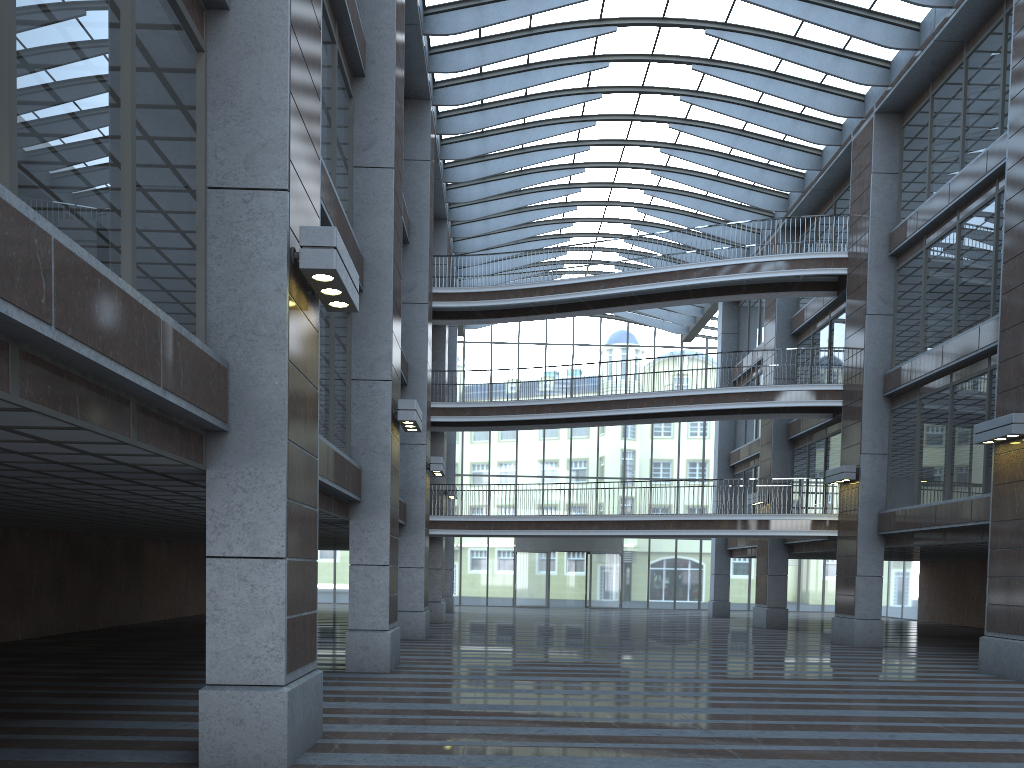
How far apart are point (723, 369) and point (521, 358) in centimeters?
1232cm

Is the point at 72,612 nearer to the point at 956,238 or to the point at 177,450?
the point at 177,450

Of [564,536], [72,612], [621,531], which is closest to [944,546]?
[621,531]
